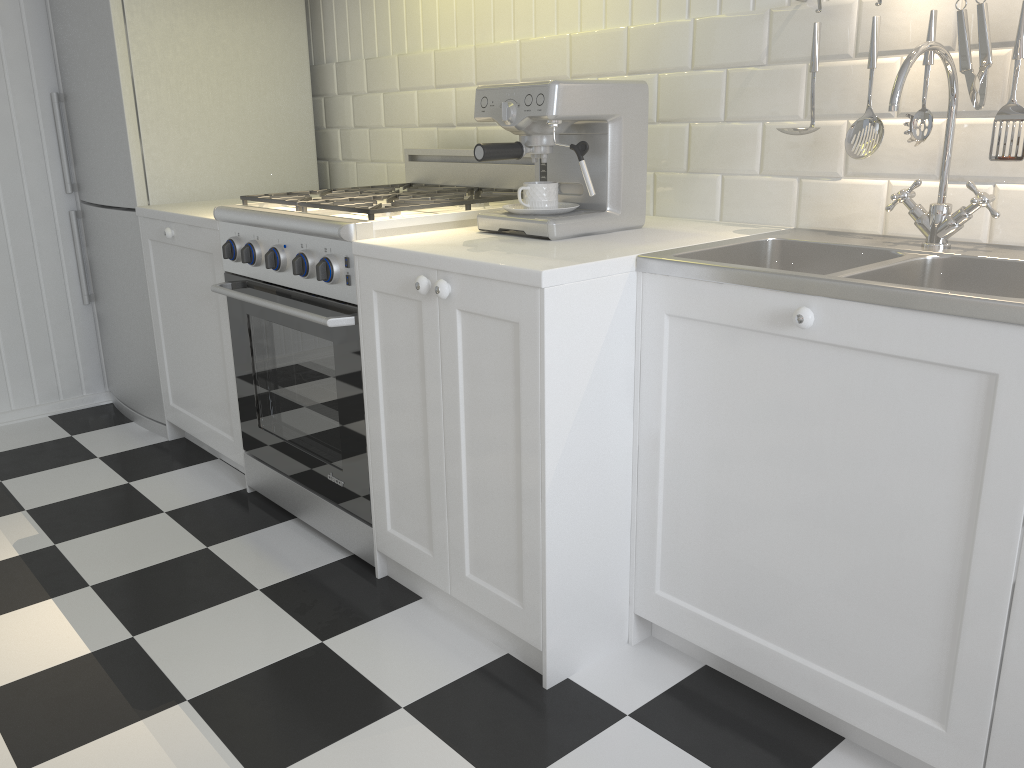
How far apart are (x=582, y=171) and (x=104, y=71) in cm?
187

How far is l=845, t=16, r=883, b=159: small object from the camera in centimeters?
169cm

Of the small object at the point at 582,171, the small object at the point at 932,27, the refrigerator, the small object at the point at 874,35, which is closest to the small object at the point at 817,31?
the small object at the point at 874,35

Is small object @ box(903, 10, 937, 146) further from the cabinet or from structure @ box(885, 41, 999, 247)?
the cabinet

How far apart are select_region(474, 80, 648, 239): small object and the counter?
0.2 meters

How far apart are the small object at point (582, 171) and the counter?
0.24m

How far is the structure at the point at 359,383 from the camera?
2.0m

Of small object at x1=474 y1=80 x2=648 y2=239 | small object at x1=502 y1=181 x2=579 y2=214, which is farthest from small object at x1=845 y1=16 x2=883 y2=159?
small object at x1=502 y1=181 x2=579 y2=214

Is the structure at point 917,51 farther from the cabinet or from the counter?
the cabinet

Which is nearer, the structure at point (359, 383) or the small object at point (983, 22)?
the small object at point (983, 22)
